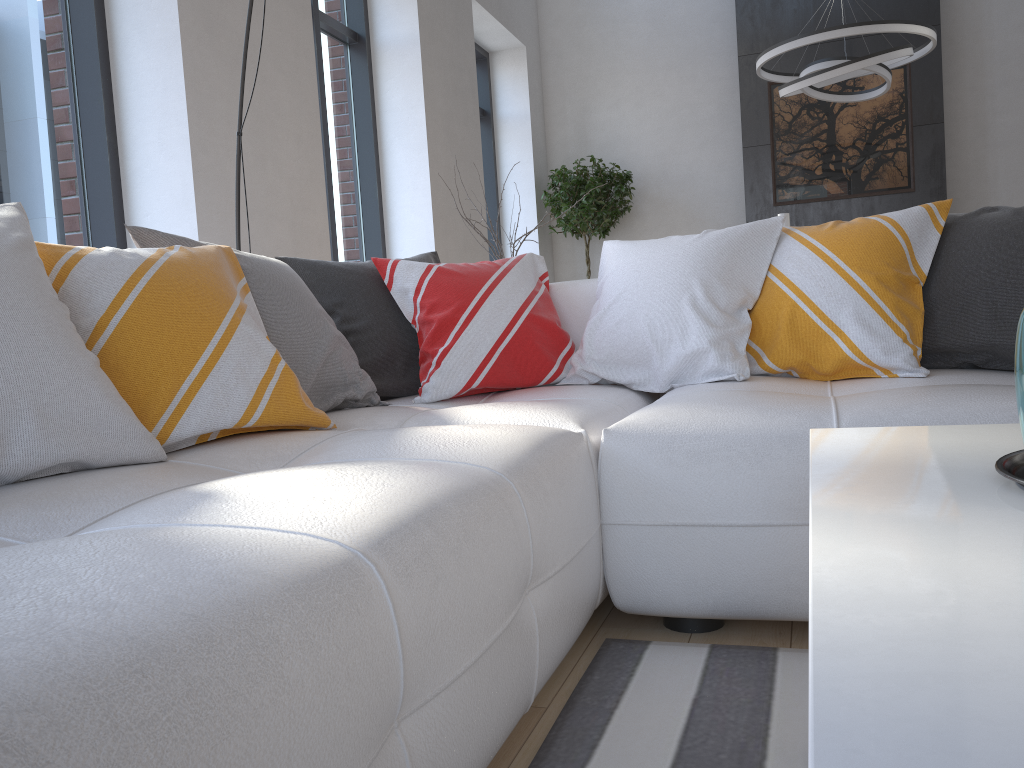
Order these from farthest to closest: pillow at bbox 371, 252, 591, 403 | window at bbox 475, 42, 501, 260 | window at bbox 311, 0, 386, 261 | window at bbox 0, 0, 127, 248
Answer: window at bbox 475, 42, 501, 260, window at bbox 311, 0, 386, 261, window at bbox 0, 0, 127, 248, pillow at bbox 371, 252, 591, 403

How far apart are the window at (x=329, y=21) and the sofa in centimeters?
276cm

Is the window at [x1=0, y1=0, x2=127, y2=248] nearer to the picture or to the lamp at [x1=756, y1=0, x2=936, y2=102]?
the lamp at [x1=756, y1=0, x2=936, y2=102]

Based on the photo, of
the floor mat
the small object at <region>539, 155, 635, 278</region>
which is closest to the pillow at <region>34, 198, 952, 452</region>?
the floor mat

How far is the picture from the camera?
6.87m

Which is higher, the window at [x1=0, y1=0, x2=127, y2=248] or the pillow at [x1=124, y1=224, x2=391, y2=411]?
the window at [x1=0, y1=0, x2=127, y2=248]

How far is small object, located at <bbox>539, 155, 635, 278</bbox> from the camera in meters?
7.3

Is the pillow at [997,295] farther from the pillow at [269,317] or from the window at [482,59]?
the window at [482,59]

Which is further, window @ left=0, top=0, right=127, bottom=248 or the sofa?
window @ left=0, top=0, right=127, bottom=248

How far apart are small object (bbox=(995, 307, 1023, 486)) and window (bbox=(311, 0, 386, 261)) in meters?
4.6 m
